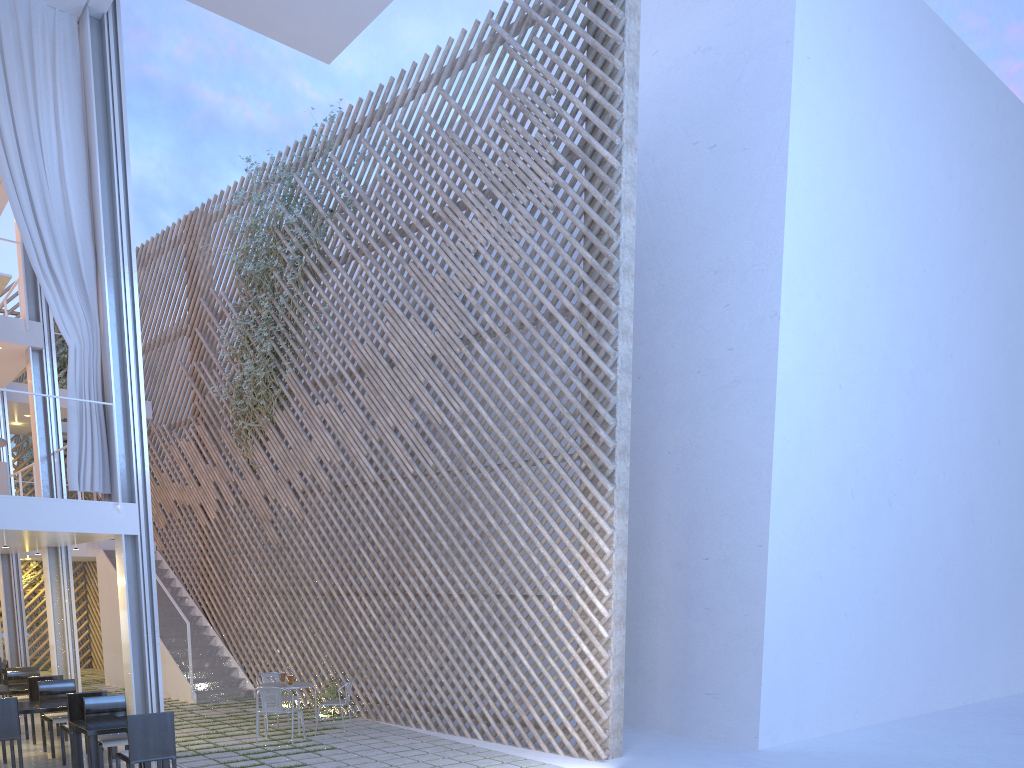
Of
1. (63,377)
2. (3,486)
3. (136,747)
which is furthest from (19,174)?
(63,377)

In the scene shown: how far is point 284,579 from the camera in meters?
6.6

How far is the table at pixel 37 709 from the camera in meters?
4.1

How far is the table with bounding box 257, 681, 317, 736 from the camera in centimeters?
499cm

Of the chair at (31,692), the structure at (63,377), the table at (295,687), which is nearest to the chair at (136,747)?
the table at (295,687)

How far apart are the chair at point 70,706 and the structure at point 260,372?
2.9 meters

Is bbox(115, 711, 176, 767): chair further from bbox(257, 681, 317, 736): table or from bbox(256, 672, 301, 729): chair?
bbox(256, 672, 301, 729): chair

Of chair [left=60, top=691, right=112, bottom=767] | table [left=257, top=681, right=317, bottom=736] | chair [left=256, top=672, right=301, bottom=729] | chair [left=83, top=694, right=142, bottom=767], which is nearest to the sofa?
chair [left=60, top=691, right=112, bottom=767]

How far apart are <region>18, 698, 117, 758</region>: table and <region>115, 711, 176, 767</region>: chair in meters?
1.0

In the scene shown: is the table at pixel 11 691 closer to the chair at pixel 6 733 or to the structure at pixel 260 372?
the chair at pixel 6 733
